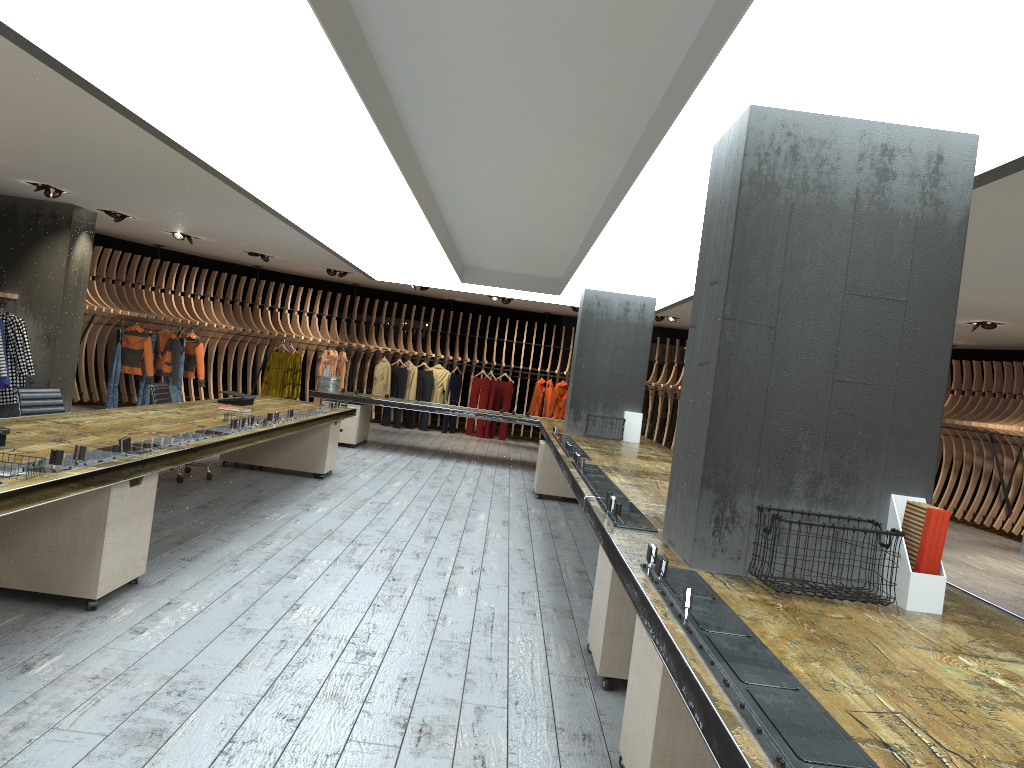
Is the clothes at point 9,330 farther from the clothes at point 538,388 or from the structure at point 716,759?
the clothes at point 538,388

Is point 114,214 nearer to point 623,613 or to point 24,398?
point 24,398

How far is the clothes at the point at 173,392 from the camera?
14.76m

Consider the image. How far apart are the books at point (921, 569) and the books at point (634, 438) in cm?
739

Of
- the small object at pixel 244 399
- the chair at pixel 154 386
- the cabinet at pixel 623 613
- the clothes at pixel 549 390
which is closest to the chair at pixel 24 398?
the chair at pixel 154 386

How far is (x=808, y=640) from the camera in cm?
257

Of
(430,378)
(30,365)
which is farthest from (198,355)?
(430,378)

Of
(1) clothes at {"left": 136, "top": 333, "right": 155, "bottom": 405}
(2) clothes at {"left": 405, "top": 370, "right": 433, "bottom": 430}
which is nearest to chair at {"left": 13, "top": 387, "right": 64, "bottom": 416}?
(1) clothes at {"left": 136, "top": 333, "right": 155, "bottom": 405}

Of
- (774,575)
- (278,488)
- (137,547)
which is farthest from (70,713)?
(278,488)

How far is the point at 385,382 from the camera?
17.4 meters
